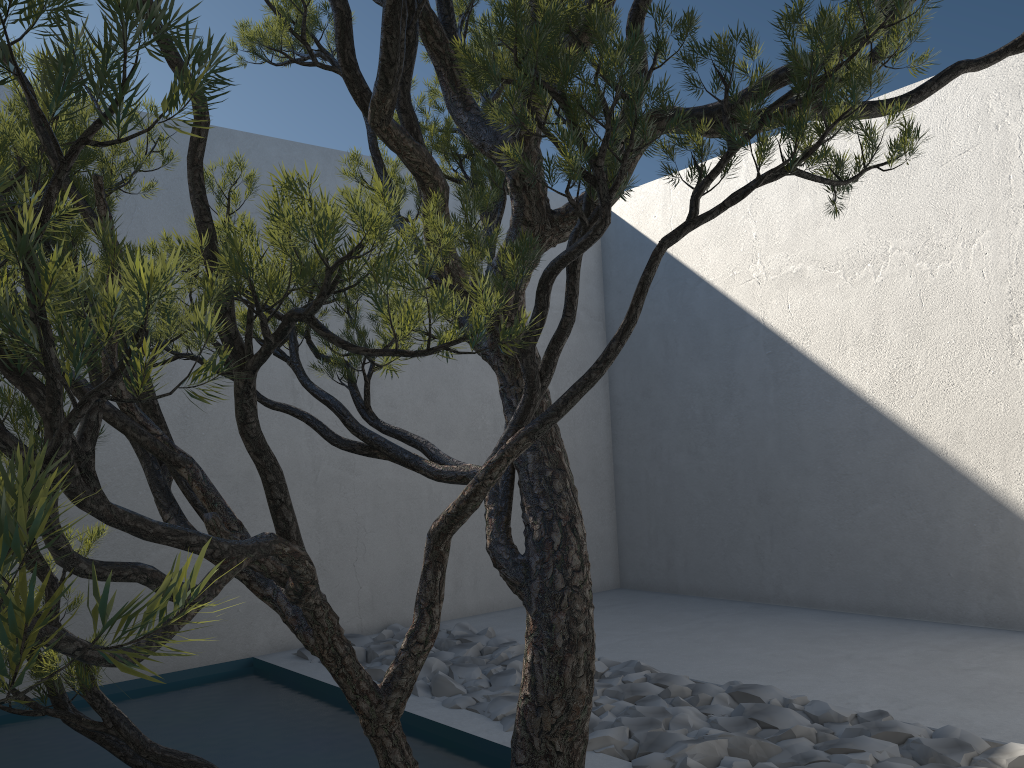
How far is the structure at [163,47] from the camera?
0.6 meters

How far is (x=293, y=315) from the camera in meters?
1.0 m

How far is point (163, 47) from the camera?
0.6m

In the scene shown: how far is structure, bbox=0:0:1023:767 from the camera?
0.61m
